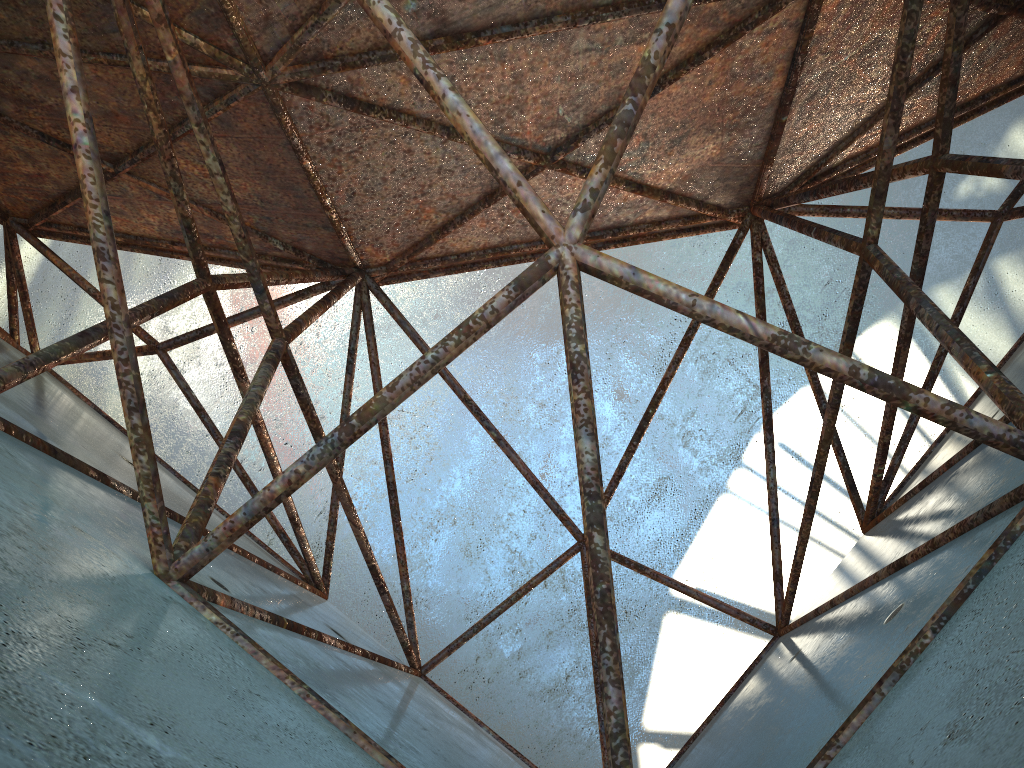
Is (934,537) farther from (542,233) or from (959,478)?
(542,233)

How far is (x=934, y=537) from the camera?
4.5m
